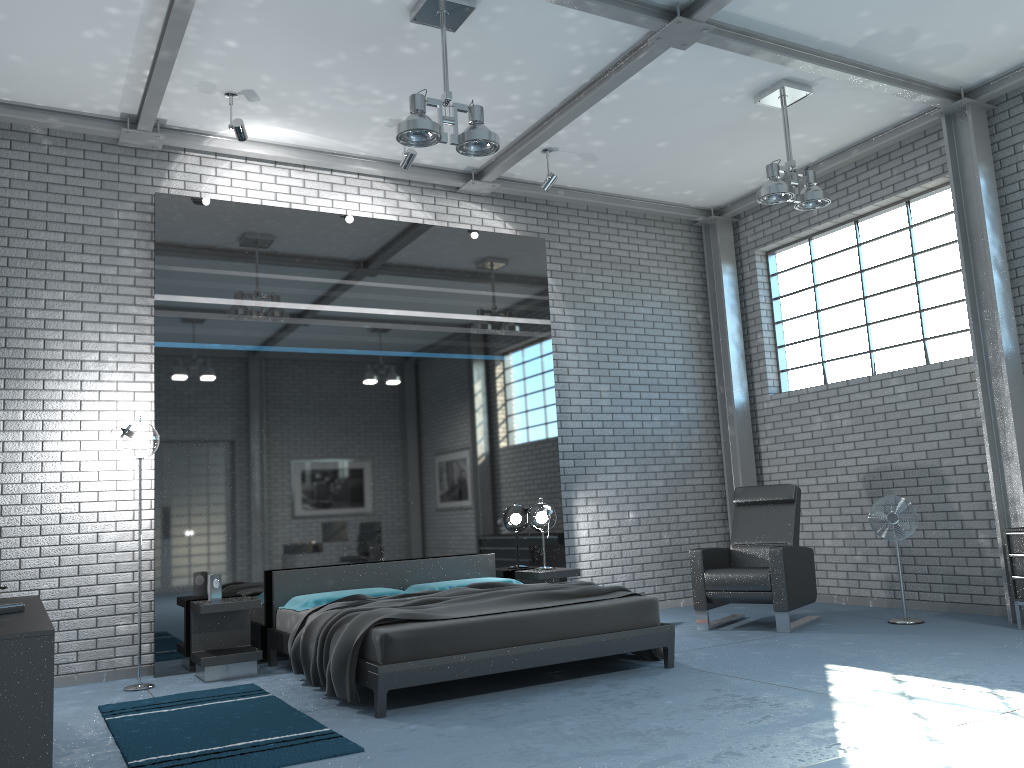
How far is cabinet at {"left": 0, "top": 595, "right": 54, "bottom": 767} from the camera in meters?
2.9 m

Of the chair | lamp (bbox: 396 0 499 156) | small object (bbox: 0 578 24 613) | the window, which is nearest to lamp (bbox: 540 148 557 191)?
lamp (bbox: 396 0 499 156)

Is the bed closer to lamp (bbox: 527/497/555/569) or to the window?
lamp (bbox: 527/497/555/569)

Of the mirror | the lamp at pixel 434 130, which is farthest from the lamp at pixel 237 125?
the lamp at pixel 434 130

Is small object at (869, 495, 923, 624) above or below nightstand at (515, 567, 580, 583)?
above

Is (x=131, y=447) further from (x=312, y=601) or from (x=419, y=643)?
(x=419, y=643)

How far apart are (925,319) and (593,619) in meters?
4.3 m

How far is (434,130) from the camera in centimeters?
499cm

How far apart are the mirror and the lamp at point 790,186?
2.31m

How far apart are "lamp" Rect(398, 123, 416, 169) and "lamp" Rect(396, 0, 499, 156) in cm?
147
